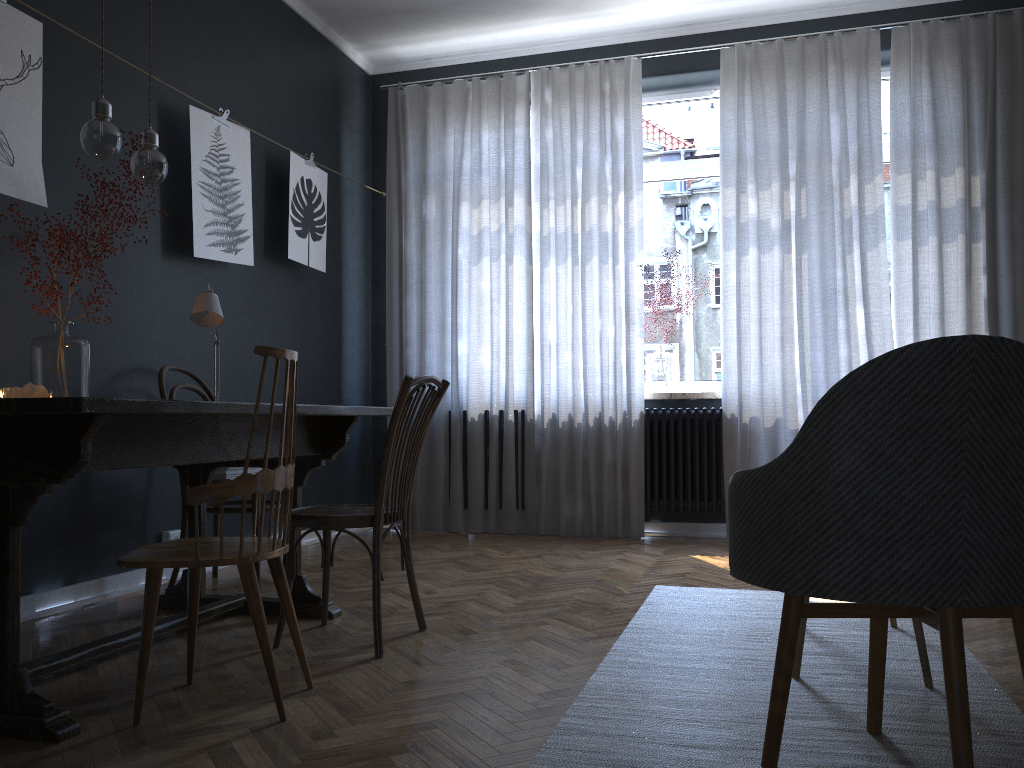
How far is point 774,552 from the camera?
1.6 meters

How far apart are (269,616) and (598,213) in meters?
3.1 m

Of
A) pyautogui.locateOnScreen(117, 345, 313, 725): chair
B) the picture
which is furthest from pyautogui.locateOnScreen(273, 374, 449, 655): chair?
the picture

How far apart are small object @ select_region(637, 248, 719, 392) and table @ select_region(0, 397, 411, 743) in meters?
2.6 m

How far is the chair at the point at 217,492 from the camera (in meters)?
1.94

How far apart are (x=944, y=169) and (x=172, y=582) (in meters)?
4.24

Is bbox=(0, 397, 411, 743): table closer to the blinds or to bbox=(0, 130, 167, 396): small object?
bbox=(0, 130, 167, 396): small object

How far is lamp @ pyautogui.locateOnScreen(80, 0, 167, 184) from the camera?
2.5m

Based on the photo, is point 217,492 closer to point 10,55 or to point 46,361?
point 46,361

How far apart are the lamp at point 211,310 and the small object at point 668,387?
2.7 meters
